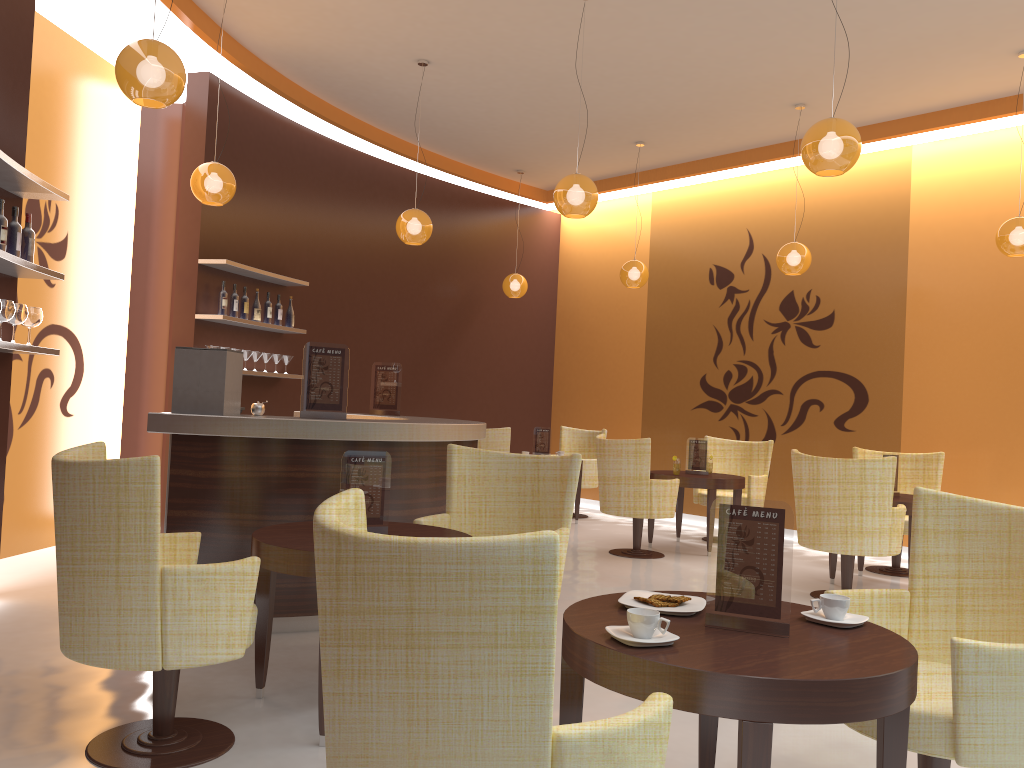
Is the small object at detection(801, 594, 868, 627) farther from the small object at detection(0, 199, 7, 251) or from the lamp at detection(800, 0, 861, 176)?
the small object at detection(0, 199, 7, 251)

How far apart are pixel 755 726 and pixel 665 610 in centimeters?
54cm

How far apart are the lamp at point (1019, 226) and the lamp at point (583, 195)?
3.1 meters

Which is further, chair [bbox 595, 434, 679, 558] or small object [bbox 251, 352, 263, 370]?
small object [bbox 251, 352, 263, 370]

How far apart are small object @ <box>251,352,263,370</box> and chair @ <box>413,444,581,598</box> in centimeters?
386cm

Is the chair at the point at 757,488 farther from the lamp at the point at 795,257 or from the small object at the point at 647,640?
the small object at the point at 647,640

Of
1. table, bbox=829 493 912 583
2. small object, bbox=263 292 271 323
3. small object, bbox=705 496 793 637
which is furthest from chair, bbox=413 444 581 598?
small object, bbox=263 292 271 323

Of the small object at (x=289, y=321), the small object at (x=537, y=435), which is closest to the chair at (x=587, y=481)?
the small object at (x=537, y=435)

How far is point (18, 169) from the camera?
4.3m

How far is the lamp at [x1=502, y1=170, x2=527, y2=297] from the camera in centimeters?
1030cm
